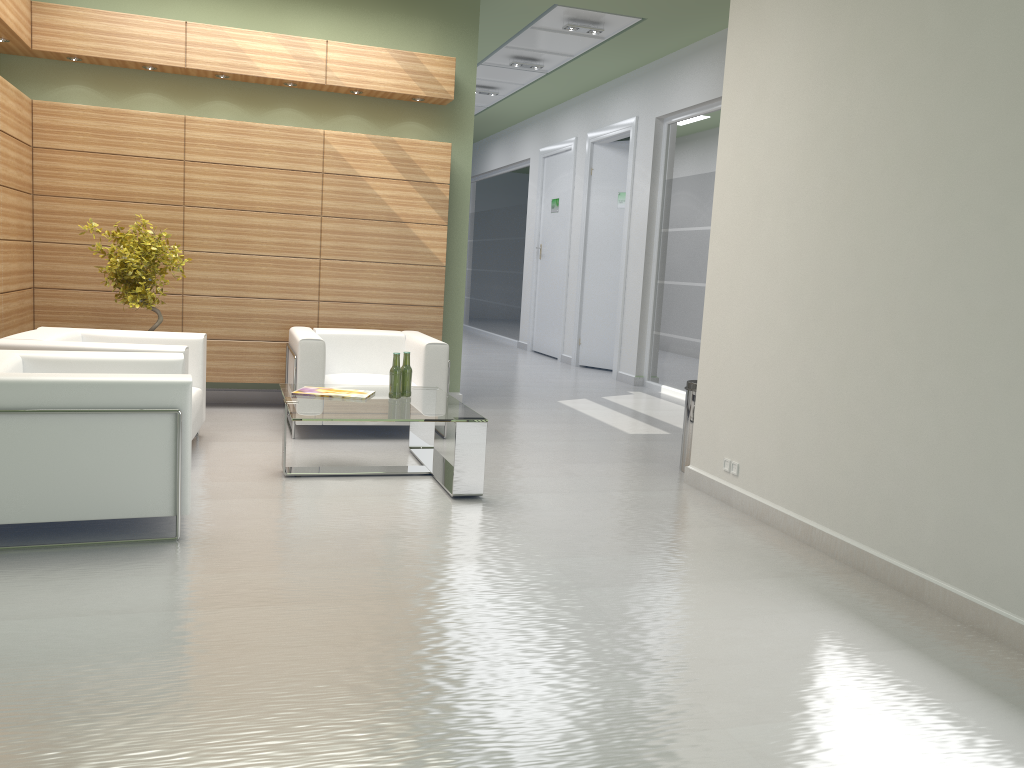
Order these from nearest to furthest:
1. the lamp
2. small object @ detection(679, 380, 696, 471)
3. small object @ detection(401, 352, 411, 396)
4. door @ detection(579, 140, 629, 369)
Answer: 1. small object @ detection(401, 352, 411, 396)
2. small object @ detection(679, 380, 696, 471)
3. the lamp
4. door @ detection(579, 140, 629, 369)

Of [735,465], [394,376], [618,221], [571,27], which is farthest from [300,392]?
[618,221]

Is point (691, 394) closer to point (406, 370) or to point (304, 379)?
point (406, 370)

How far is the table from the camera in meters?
8.2

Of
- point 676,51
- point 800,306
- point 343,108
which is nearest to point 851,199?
point 800,306

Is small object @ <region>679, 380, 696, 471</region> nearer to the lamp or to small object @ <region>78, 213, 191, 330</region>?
small object @ <region>78, 213, 191, 330</region>

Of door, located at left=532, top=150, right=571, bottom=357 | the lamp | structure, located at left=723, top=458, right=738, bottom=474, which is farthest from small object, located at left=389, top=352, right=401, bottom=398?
door, located at left=532, top=150, right=571, bottom=357

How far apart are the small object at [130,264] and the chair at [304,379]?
1.66m

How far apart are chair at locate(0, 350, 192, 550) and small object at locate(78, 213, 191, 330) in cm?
286

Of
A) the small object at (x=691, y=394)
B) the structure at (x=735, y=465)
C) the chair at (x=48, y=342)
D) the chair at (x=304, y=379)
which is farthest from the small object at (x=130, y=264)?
the structure at (x=735, y=465)
